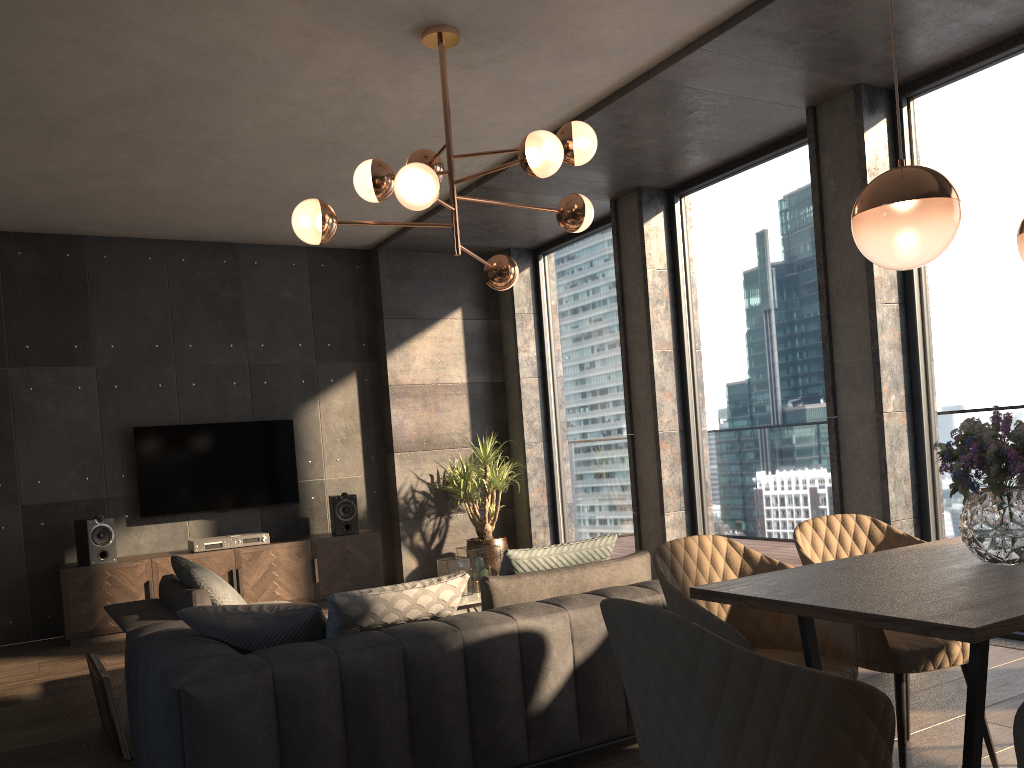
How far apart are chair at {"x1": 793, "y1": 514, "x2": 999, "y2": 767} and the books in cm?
291

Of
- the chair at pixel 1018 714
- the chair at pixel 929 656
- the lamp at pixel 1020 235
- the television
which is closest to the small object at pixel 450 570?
the chair at pixel 929 656

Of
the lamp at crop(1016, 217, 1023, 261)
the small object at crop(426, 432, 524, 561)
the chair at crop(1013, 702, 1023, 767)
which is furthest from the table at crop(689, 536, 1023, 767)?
the small object at crop(426, 432, 524, 561)

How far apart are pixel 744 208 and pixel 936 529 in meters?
2.5

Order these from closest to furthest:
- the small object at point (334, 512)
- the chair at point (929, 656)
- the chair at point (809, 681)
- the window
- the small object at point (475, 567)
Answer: the chair at point (809, 681) < the chair at point (929, 656) < the window < the small object at point (475, 567) < the small object at point (334, 512)

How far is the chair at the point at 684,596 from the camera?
2.5 meters

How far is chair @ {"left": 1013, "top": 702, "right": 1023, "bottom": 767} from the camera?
1.6 meters

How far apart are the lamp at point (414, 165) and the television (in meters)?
3.36

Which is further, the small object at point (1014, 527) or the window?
the window

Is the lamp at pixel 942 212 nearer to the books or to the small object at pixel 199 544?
the books
